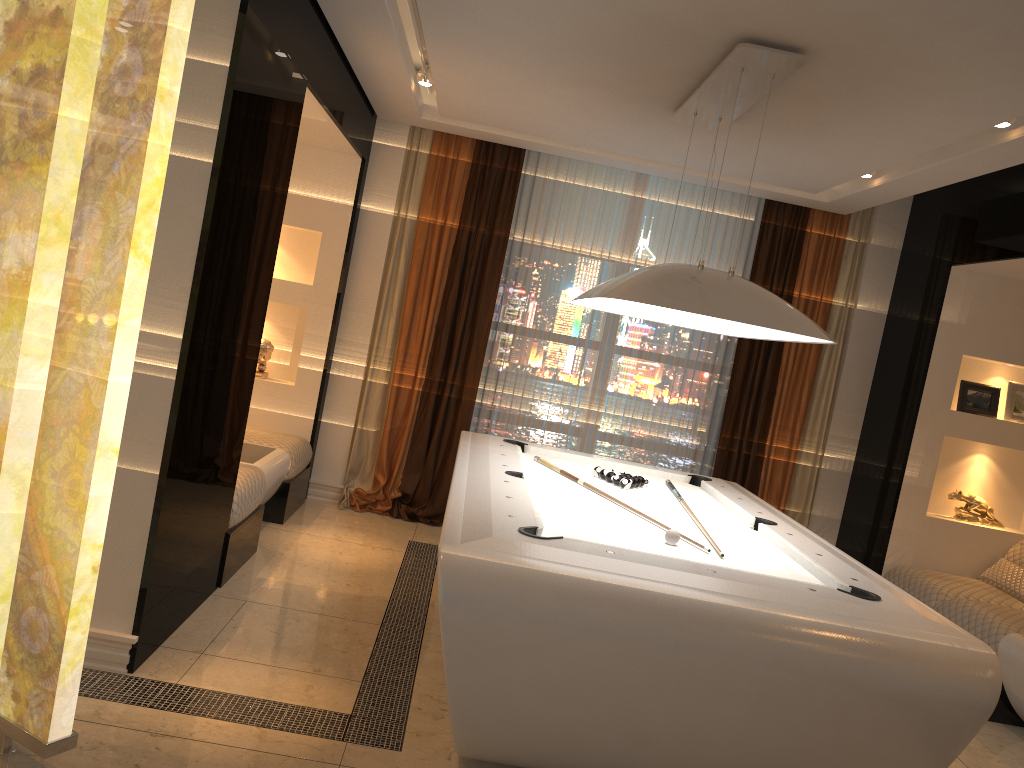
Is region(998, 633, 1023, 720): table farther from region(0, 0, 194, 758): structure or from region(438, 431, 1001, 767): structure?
region(0, 0, 194, 758): structure

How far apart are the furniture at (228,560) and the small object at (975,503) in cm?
428

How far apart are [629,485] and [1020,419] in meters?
3.0

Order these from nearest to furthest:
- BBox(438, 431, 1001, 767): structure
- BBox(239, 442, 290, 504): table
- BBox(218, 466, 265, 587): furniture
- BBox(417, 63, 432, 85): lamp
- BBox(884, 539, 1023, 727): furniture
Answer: BBox(438, 431, 1001, 767): structure < BBox(218, 466, 265, 587): furniture < BBox(884, 539, 1023, 727): furniture < BBox(239, 442, 290, 504): table < BBox(417, 63, 432, 85): lamp

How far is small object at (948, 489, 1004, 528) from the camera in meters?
5.7 m

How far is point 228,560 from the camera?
4.1m

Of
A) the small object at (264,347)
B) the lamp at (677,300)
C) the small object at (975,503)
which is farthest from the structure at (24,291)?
the small object at (975,503)

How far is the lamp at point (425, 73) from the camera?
4.9 meters

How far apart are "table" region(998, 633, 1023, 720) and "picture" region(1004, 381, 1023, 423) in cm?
182

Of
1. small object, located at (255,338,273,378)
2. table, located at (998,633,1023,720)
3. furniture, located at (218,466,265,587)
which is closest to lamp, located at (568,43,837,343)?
furniture, located at (218,466,265,587)
